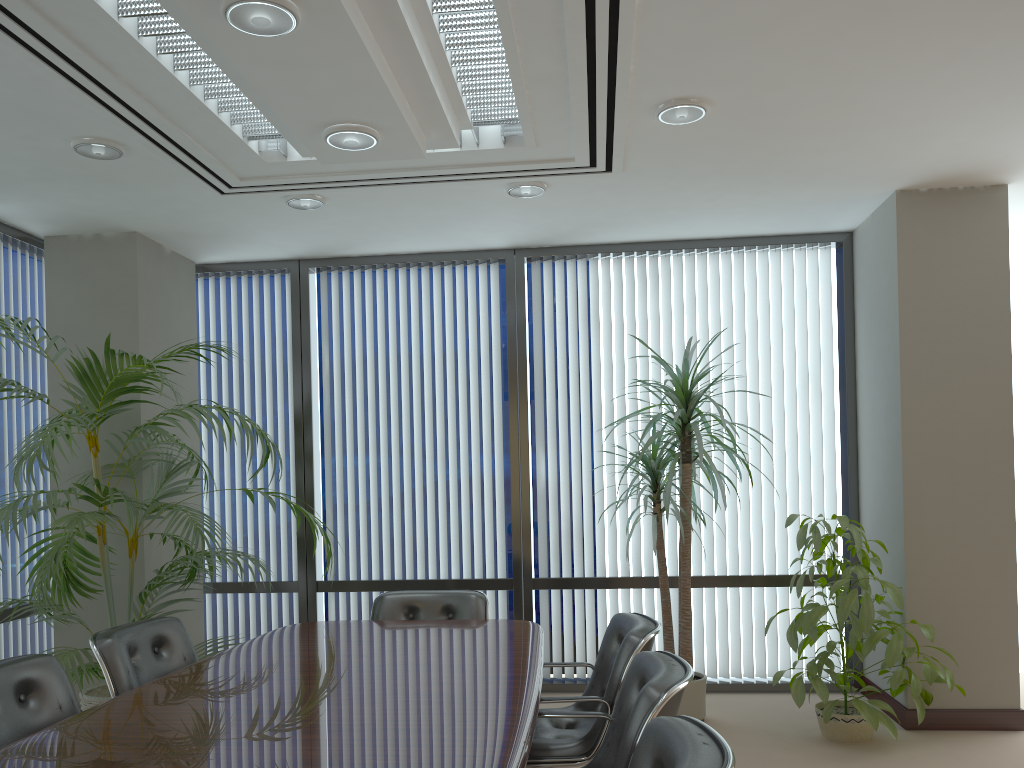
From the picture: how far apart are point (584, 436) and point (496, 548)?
1.0m

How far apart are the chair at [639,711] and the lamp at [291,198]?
2.7m

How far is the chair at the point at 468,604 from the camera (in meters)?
4.69

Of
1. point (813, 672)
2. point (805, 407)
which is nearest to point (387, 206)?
point (805, 407)

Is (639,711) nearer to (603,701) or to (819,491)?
(603,701)

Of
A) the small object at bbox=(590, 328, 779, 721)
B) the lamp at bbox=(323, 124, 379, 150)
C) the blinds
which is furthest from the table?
the lamp at bbox=(323, 124, 379, 150)

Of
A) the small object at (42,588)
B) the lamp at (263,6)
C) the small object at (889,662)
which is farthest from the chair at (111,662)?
the small object at (889,662)

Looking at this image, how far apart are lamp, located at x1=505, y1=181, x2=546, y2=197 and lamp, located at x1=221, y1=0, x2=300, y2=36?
2.2 meters

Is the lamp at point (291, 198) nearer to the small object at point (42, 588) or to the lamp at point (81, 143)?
the lamp at point (81, 143)

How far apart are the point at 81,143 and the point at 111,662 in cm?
231
